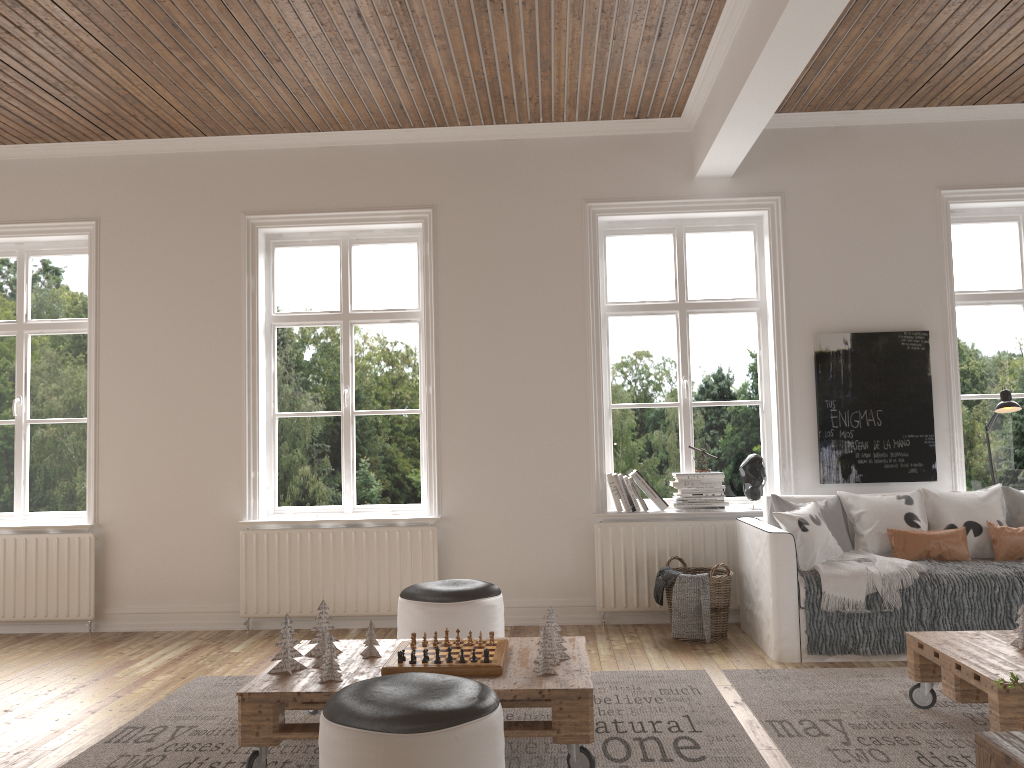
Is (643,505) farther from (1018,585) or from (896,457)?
(1018,585)

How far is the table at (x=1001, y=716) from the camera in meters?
2.8 m

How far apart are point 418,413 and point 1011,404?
3.52m

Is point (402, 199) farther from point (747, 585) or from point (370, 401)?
point (747, 585)

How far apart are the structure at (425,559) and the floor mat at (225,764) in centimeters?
110cm

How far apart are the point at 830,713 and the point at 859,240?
3.0m

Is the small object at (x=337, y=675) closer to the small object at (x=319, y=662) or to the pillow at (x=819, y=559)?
the small object at (x=319, y=662)

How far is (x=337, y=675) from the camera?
3.1 meters

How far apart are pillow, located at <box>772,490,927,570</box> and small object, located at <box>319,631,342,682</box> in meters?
2.5 m

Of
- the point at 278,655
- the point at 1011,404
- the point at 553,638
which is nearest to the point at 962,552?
the point at 1011,404
